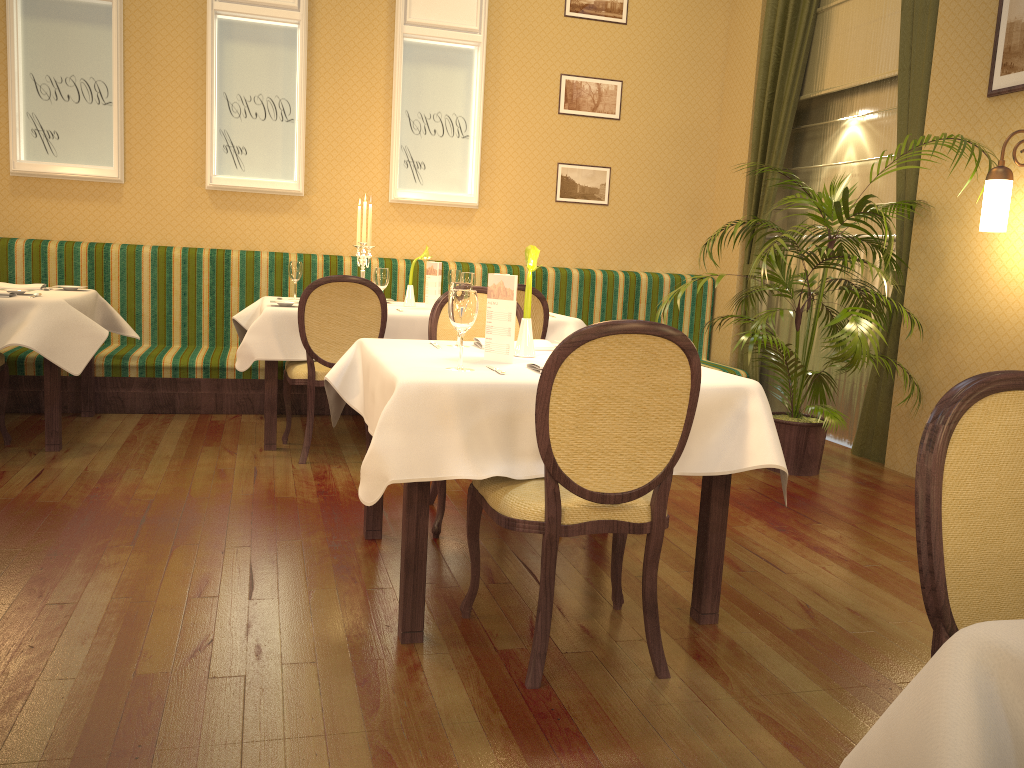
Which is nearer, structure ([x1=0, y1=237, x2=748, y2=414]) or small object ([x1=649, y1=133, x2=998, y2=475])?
small object ([x1=649, y1=133, x2=998, y2=475])

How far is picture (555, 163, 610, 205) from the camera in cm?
680

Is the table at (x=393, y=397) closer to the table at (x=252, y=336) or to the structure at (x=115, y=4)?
the table at (x=252, y=336)

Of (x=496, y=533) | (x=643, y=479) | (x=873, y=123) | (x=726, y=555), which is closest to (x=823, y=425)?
(x=726, y=555)

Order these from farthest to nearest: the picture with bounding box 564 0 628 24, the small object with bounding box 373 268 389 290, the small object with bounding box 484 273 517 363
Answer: the picture with bounding box 564 0 628 24 < the small object with bounding box 373 268 389 290 < the small object with bounding box 484 273 517 363

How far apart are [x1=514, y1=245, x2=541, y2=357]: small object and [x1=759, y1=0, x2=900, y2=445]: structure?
3.29m

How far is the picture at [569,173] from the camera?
6.80m

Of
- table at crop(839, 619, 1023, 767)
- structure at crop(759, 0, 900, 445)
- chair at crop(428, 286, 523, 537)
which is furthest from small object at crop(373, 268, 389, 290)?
table at crop(839, 619, 1023, 767)

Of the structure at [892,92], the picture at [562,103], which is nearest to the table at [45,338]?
the picture at [562,103]

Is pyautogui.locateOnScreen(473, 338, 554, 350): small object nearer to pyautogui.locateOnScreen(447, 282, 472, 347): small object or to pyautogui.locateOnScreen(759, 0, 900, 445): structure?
pyautogui.locateOnScreen(447, 282, 472, 347): small object
